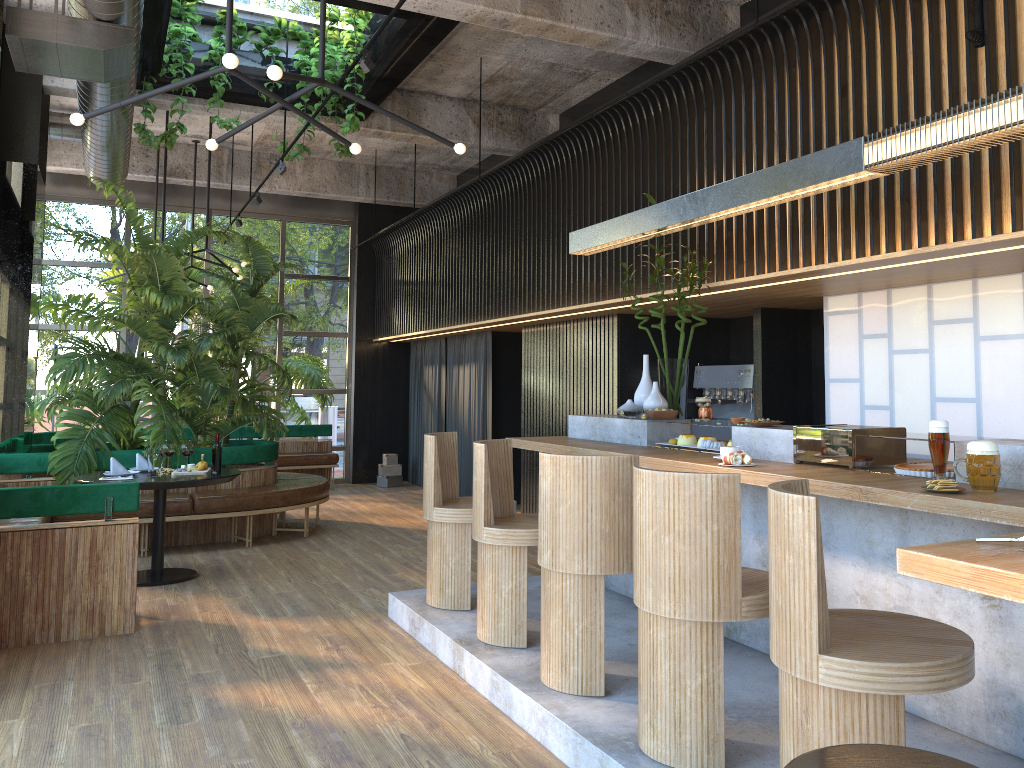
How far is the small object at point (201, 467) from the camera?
6.6m

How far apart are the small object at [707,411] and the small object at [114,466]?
4.32m

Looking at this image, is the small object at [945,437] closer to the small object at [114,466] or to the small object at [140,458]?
the small object at [114,466]

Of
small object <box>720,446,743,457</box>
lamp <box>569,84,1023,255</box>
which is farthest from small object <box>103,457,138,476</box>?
small object <box>720,446,743,457</box>

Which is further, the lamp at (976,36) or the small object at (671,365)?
the small object at (671,365)

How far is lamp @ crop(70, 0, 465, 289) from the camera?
Result: 3.3 meters

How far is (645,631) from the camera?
3.1 meters

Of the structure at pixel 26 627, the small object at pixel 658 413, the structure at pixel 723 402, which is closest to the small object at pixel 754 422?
the small object at pixel 658 413

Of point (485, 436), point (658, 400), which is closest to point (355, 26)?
point (658, 400)

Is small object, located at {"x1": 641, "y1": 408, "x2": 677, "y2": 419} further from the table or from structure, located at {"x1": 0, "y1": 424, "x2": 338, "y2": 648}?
the table
